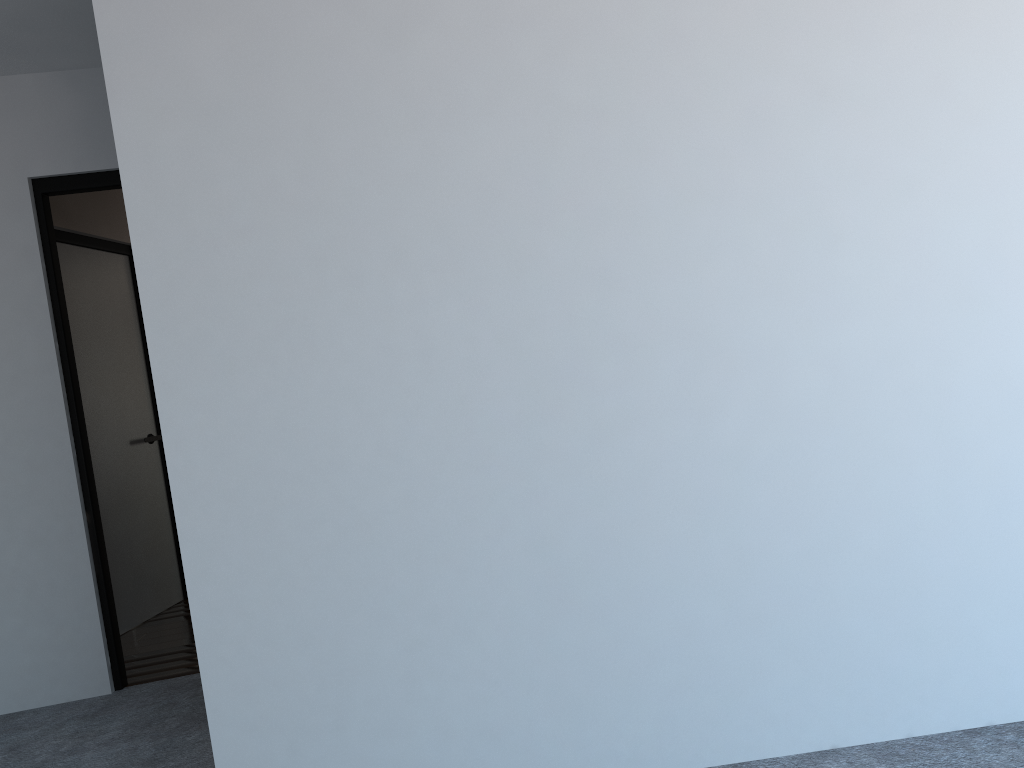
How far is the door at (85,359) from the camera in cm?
477

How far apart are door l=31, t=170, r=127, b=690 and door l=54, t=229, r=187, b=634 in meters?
1.0 m

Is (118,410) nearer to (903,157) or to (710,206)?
(710,206)

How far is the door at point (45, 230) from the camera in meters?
3.7 m

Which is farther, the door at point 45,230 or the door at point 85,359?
the door at point 85,359

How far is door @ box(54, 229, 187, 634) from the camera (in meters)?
4.77

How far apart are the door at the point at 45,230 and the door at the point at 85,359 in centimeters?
102cm

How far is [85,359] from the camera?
4.8m
